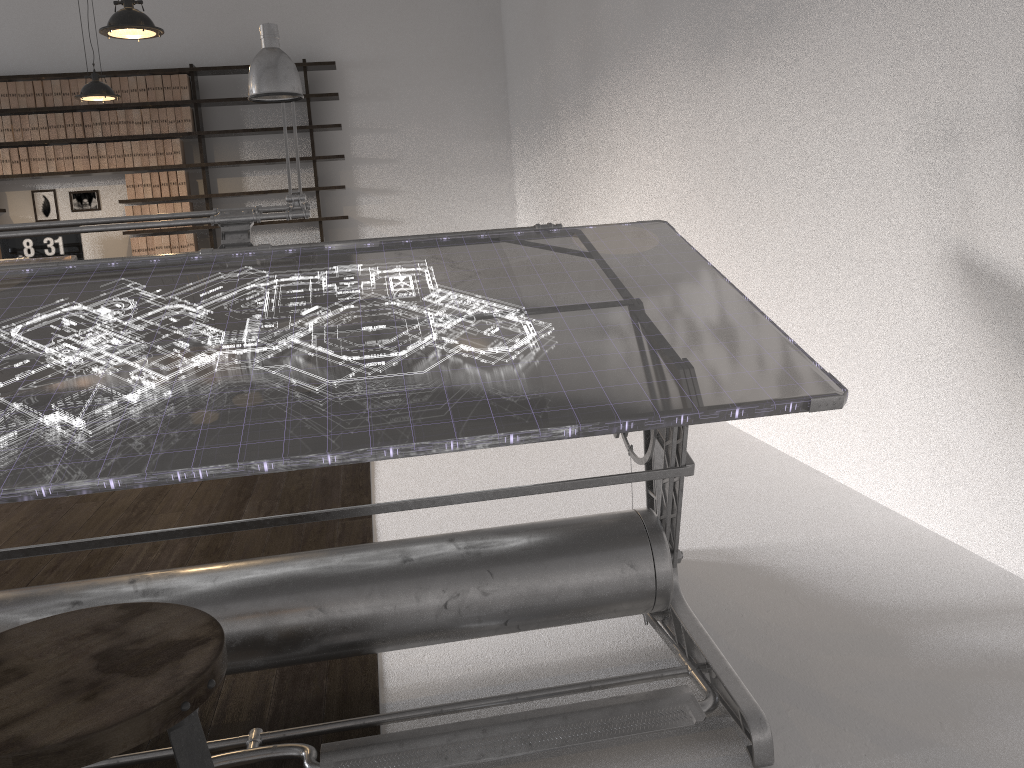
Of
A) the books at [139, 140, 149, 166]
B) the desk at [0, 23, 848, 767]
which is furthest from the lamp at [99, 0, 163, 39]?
the books at [139, 140, 149, 166]

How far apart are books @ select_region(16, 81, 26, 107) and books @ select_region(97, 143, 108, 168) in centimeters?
67cm

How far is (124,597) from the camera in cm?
154

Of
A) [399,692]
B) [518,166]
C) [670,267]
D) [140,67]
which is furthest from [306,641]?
[140,67]

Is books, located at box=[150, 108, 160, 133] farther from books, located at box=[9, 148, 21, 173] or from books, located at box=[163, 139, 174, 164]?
books, located at box=[9, 148, 21, 173]

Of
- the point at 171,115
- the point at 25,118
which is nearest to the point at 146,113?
the point at 171,115

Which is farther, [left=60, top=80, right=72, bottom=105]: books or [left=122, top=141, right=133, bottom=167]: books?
[left=122, top=141, right=133, bottom=167]: books

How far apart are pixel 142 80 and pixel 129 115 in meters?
0.3

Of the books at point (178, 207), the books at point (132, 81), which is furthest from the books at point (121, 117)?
the books at point (178, 207)

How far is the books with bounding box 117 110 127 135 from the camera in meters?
7.6
